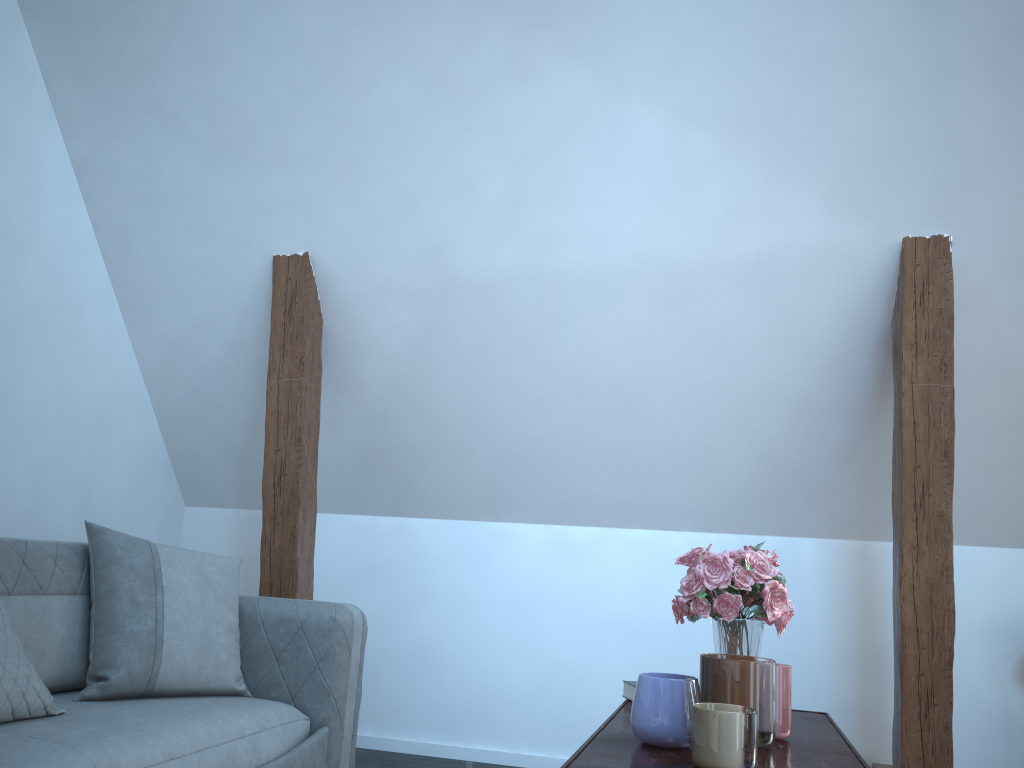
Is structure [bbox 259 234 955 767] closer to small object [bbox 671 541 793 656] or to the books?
small object [bbox 671 541 793 656]

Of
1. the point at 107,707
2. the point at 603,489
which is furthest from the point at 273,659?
the point at 603,489

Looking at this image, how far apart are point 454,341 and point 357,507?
1.0 meters

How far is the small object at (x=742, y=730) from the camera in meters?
1.2 m

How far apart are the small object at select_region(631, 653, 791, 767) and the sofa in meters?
1.1

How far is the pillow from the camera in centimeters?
206cm

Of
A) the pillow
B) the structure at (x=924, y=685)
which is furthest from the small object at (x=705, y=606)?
the pillow

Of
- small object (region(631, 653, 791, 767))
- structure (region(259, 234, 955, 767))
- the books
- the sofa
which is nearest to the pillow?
the sofa

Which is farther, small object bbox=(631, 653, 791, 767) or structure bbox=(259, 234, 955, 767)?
structure bbox=(259, 234, 955, 767)

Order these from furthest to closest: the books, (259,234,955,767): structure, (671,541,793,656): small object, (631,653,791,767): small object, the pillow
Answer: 1. (259,234,955,767): structure
2. the pillow
3. the books
4. (671,541,793,656): small object
5. (631,653,791,767): small object
